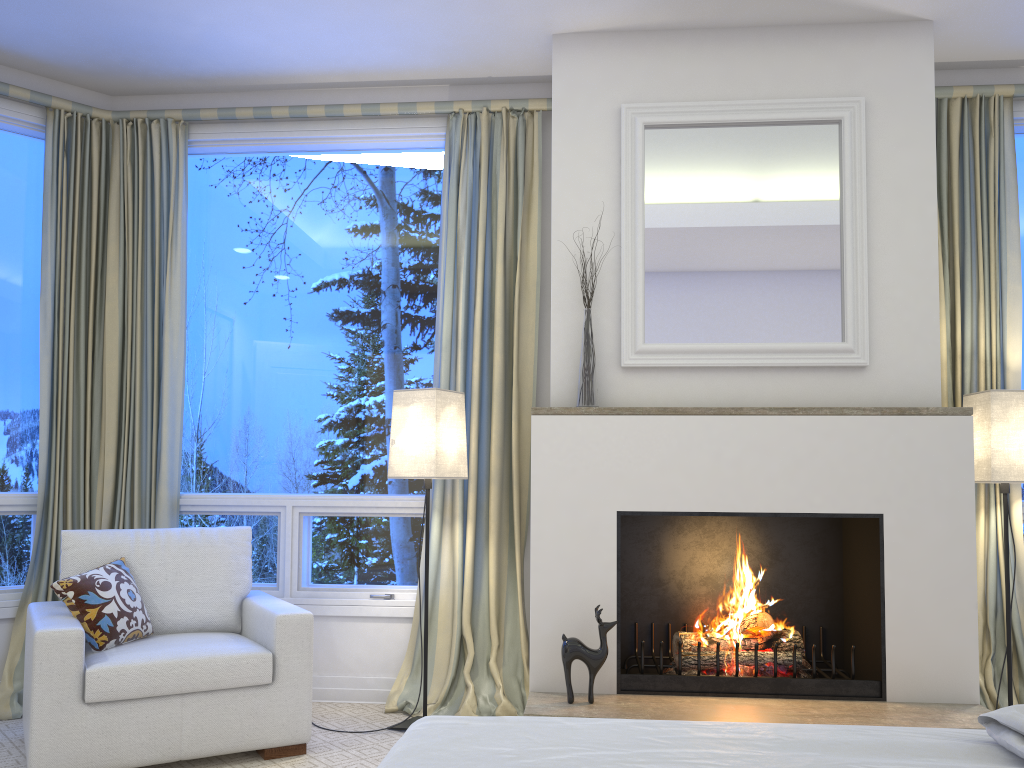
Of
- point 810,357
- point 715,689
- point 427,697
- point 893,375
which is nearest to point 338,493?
point 427,697

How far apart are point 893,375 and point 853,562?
0.7m

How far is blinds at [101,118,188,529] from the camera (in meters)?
3.58

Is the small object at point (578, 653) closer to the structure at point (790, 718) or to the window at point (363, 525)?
the structure at point (790, 718)

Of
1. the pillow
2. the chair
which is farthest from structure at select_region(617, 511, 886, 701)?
the pillow

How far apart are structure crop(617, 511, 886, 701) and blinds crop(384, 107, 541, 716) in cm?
35

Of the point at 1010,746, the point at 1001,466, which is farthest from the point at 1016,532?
the point at 1010,746

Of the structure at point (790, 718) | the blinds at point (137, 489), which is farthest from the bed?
the blinds at point (137, 489)

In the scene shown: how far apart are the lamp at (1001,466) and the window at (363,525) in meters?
2.0 m

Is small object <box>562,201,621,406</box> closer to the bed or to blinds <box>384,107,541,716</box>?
blinds <box>384,107,541,716</box>
